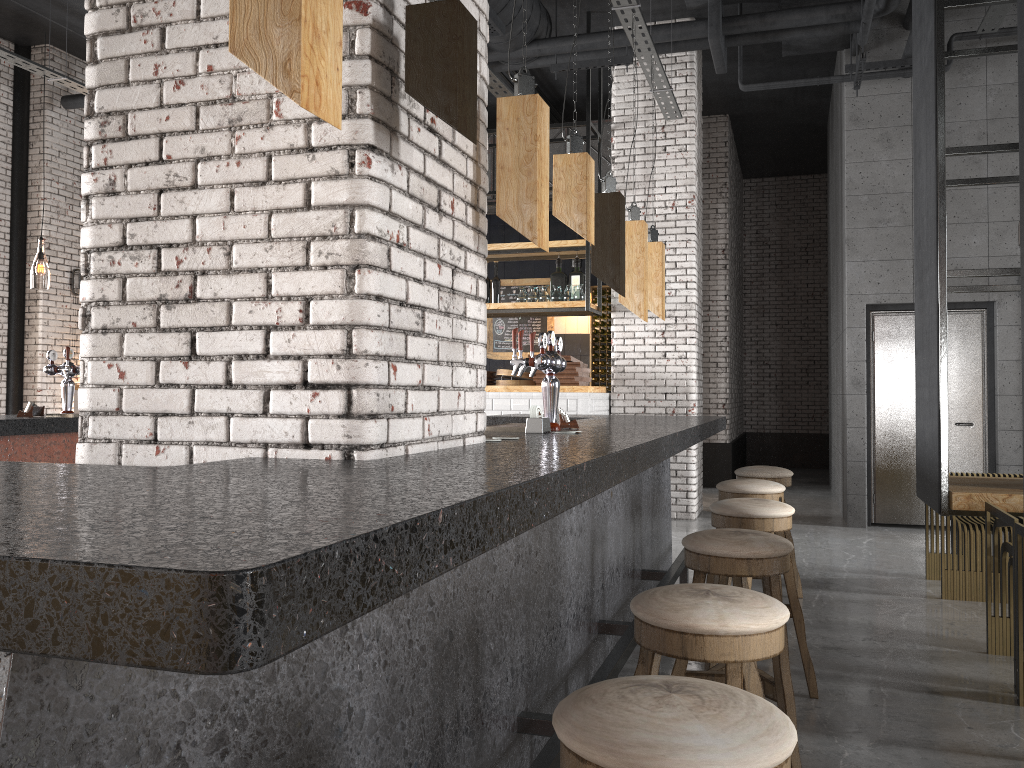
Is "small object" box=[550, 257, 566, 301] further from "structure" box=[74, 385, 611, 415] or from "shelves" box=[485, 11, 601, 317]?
"structure" box=[74, 385, 611, 415]

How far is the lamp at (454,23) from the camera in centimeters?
195cm

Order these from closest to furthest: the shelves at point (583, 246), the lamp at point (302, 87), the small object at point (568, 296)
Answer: the lamp at point (302, 87)
the shelves at point (583, 246)
the small object at point (568, 296)

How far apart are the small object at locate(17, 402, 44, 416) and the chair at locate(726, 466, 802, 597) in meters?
4.1

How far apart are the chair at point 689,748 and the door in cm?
769

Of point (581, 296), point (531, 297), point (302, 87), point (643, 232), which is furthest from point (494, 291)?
point (302, 87)

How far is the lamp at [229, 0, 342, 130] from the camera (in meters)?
1.33

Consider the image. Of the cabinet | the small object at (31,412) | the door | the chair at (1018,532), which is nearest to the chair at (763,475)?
the chair at (1018,532)

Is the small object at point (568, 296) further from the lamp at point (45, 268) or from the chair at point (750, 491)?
the lamp at point (45, 268)

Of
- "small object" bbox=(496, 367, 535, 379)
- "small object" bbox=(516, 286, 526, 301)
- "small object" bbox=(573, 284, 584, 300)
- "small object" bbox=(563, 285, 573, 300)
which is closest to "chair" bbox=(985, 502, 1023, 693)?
"small object" bbox=(496, 367, 535, 379)
